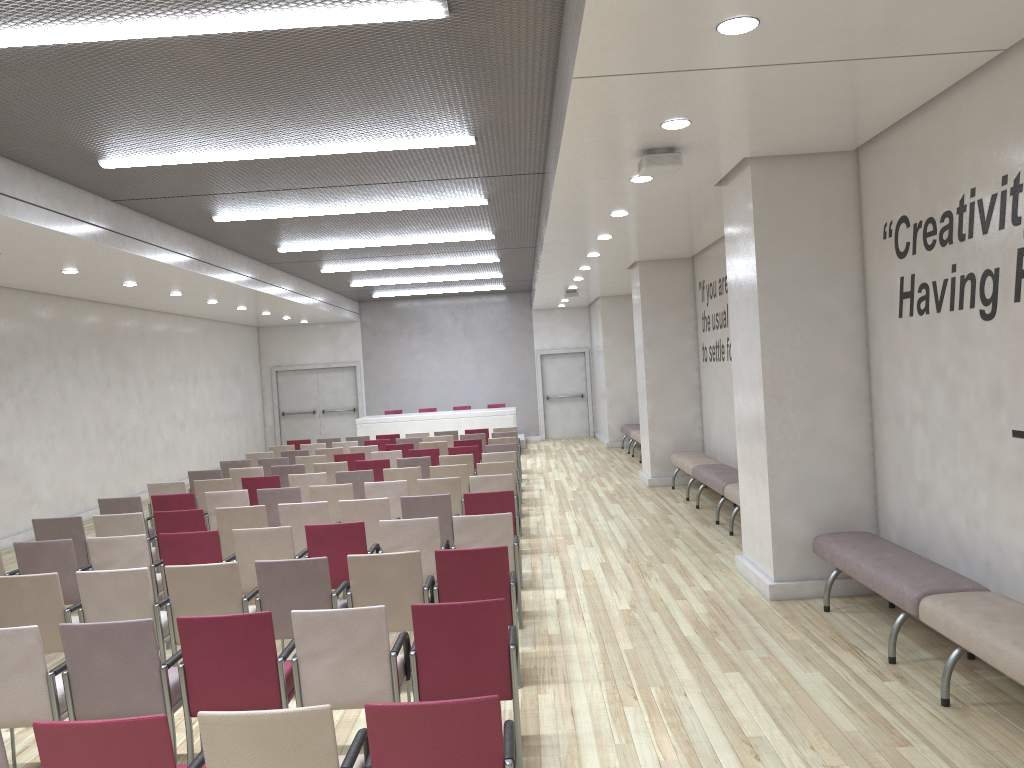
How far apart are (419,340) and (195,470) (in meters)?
7.21

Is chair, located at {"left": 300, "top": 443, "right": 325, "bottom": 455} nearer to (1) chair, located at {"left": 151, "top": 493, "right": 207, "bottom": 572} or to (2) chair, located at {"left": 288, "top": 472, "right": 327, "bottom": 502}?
(2) chair, located at {"left": 288, "top": 472, "right": 327, "bottom": 502}

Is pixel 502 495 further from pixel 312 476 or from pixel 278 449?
pixel 278 449

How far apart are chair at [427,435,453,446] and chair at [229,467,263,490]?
4.26m

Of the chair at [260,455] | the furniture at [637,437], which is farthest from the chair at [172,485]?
the furniture at [637,437]

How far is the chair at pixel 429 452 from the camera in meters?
12.7 m

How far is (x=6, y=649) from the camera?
4.17m

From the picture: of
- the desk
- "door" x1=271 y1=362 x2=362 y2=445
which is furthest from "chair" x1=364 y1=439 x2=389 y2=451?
"door" x1=271 y1=362 x2=362 y2=445

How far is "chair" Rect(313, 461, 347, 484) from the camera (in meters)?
11.52

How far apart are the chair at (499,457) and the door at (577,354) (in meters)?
12.17
